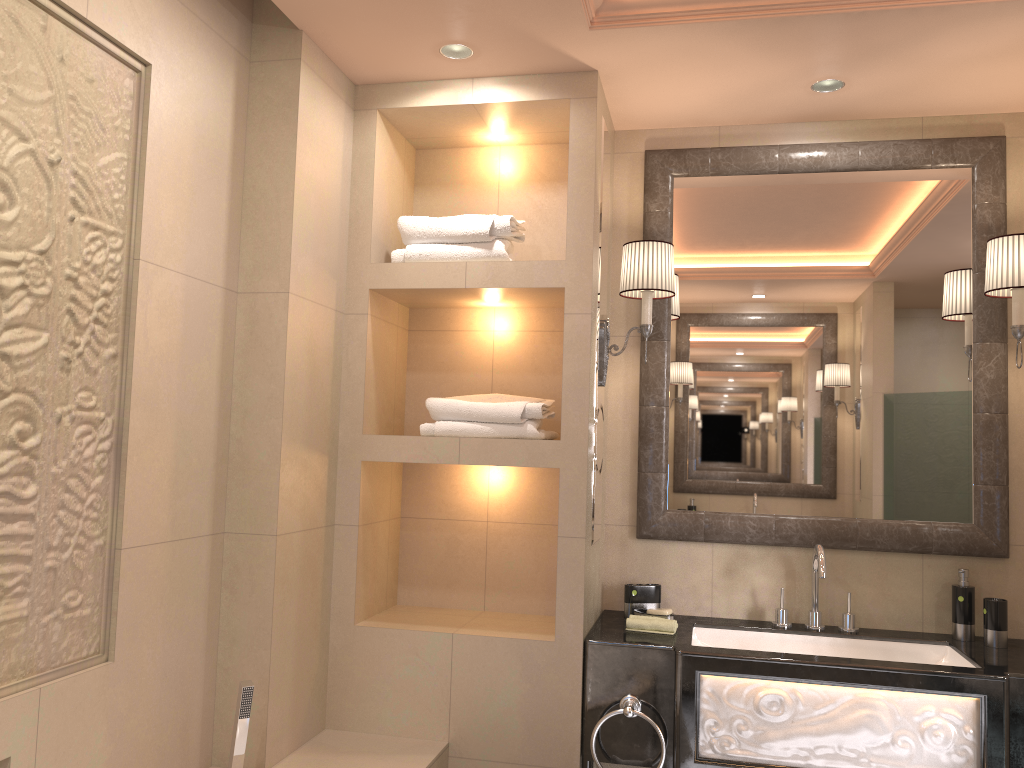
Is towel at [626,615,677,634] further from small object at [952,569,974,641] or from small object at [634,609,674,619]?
small object at [952,569,974,641]

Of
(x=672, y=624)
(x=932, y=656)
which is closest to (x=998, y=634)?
(x=932, y=656)

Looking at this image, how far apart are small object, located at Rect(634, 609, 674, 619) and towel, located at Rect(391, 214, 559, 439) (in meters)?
→ 0.61

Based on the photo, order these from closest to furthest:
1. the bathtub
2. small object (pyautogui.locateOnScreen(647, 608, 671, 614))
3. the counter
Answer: the counter, the bathtub, small object (pyautogui.locateOnScreen(647, 608, 671, 614))

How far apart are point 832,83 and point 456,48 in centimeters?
112cm

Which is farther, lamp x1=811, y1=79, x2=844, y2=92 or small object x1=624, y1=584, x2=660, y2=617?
small object x1=624, y1=584, x2=660, y2=617

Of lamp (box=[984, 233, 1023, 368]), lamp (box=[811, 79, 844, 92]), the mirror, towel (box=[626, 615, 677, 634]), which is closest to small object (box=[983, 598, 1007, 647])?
the mirror

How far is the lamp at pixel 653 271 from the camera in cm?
268

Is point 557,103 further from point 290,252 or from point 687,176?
point 290,252

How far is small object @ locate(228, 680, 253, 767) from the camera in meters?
2.1 m
